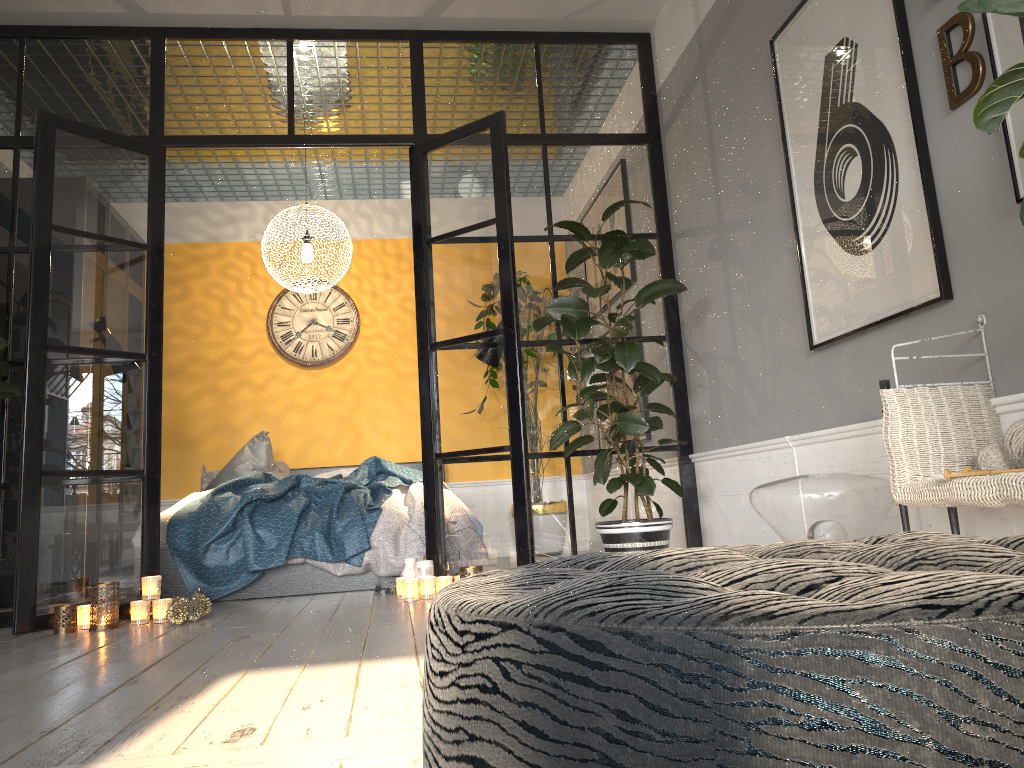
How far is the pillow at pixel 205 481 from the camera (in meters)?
6.43

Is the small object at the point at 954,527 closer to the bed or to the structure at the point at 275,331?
the bed

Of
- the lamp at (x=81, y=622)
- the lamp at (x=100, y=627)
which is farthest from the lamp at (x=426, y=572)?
the lamp at (x=81, y=622)

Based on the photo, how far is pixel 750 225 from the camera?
3.76m

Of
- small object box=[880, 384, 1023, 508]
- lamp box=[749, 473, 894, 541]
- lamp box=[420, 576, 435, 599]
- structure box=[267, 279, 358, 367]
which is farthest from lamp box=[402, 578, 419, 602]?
structure box=[267, 279, 358, 367]

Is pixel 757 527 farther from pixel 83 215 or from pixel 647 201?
pixel 83 215

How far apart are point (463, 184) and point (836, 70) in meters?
2.0

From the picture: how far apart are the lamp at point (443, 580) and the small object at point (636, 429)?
0.7m

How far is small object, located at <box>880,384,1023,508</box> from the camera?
2.0m

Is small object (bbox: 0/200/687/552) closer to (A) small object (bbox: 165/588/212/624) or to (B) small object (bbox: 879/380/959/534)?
(A) small object (bbox: 165/588/212/624)
